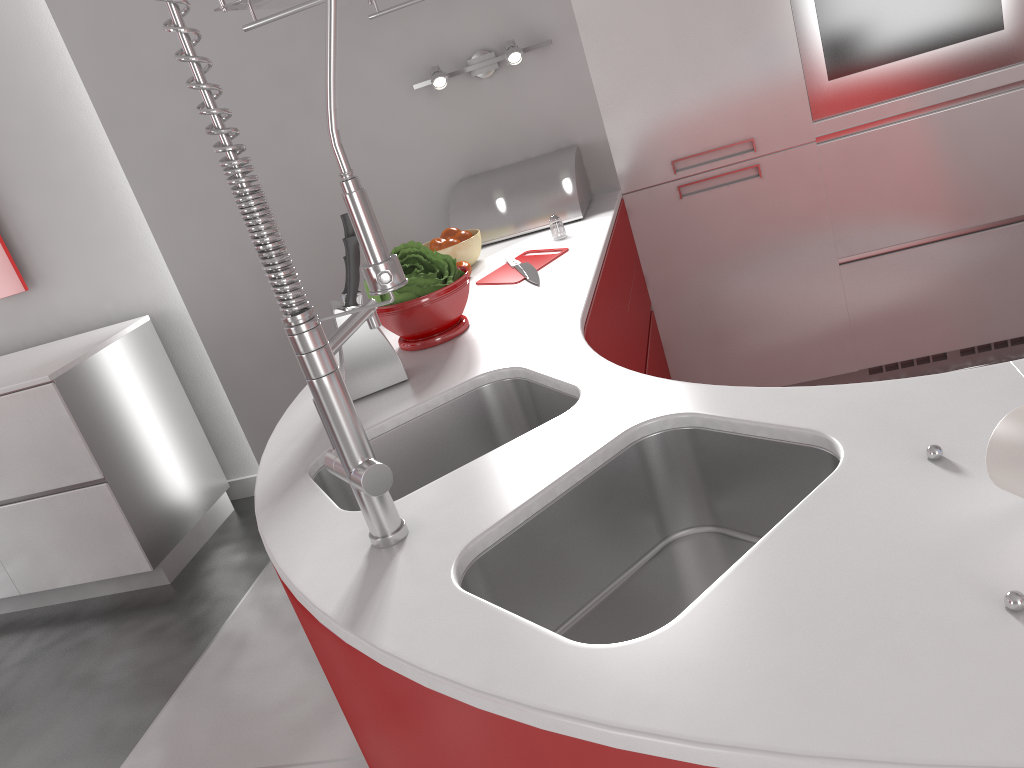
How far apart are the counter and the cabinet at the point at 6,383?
1.53m

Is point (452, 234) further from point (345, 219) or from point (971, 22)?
point (971, 22)

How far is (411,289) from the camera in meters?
1.8 m

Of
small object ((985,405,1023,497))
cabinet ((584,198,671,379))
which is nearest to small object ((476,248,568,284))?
cabinet ((584,198,671,379))

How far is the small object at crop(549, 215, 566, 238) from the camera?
2.4 meters

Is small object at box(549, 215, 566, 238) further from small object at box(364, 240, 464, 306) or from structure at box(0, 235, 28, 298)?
structure at box(0, 235, 28, 298)

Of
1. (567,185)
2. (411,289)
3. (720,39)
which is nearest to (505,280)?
(411,289)

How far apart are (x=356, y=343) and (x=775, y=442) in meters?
0.8 m

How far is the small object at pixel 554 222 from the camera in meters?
2.4

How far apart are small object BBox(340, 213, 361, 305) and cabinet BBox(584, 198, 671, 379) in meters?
0.5
